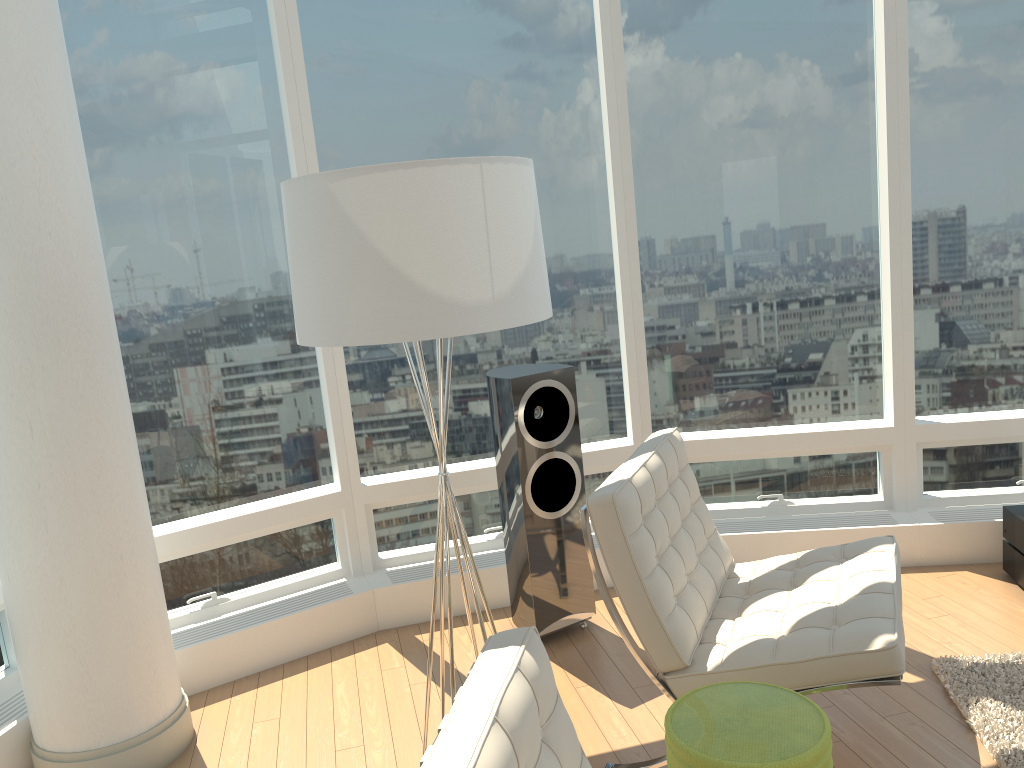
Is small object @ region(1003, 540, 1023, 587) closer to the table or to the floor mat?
the floor mat

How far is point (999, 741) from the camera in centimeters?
273cm

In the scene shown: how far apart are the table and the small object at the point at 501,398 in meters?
1.5 m

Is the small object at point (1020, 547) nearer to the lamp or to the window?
the window

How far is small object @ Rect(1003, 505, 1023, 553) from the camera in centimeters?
380cm

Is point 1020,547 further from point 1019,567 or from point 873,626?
point 873,626

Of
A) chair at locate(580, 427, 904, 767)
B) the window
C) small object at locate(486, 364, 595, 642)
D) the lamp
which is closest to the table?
chair at locate(580, 427, 904, 767)

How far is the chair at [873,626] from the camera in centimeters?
251cm

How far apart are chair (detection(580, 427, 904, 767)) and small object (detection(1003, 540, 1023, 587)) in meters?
1.1 m

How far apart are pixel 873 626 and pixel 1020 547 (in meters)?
1.74
